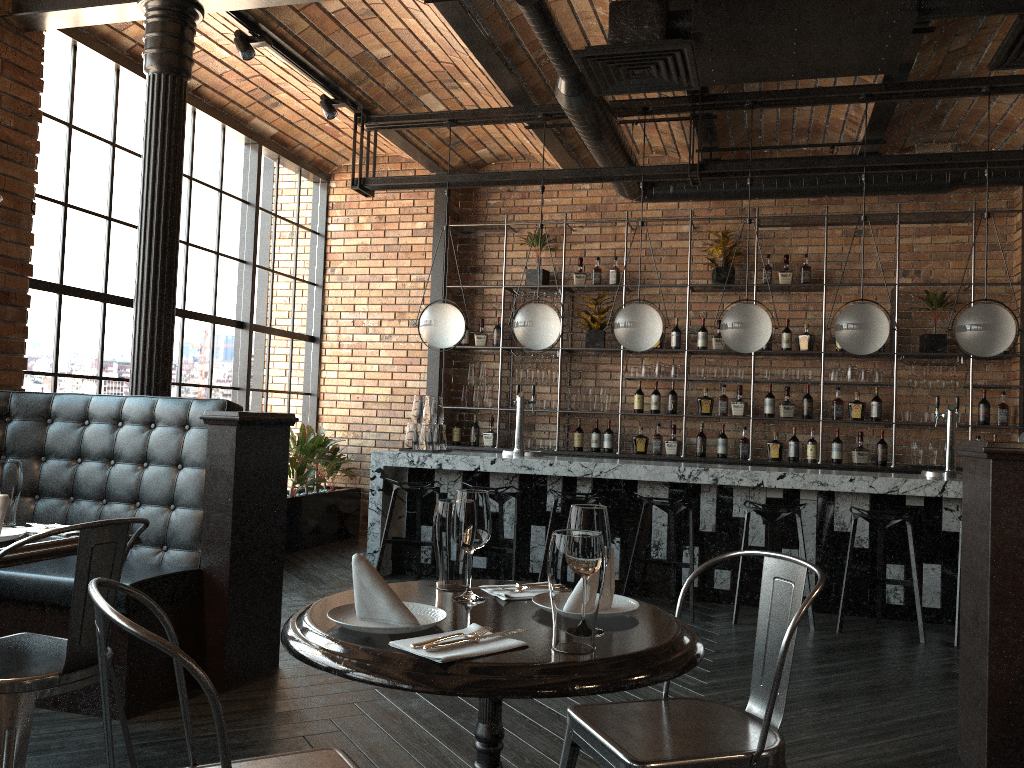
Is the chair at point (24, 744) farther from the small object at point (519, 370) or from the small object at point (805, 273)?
the small object at point (805, 273)

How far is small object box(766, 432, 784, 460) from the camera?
7.6 meters

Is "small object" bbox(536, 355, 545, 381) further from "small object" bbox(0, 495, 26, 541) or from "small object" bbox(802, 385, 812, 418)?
"small object" bbox(0, 495, 26, 541)

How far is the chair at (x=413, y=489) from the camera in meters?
5.9 m

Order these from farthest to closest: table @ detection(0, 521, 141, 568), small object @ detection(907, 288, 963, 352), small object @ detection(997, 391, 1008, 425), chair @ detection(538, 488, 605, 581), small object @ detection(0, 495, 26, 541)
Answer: small object @ detection(907, 288, 963, 352) → small object @ detection(997, 391, 1008, 425) → chair @ detection(538, 488, 605, 581) → small object @ detection(0, 495, 26, 541) → table @ detection(0, 521, 141, 568)

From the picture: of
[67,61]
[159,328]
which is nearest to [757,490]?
[159,328]

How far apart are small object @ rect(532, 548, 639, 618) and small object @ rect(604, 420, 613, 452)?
6.0 meters

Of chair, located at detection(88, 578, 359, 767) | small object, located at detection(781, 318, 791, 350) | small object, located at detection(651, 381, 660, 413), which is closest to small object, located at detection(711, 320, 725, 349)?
small object, located at detection(781, 318, 791, 350)

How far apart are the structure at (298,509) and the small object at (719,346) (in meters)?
3.46

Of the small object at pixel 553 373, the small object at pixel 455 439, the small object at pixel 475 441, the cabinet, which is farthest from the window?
the small object at pixel 553 373
